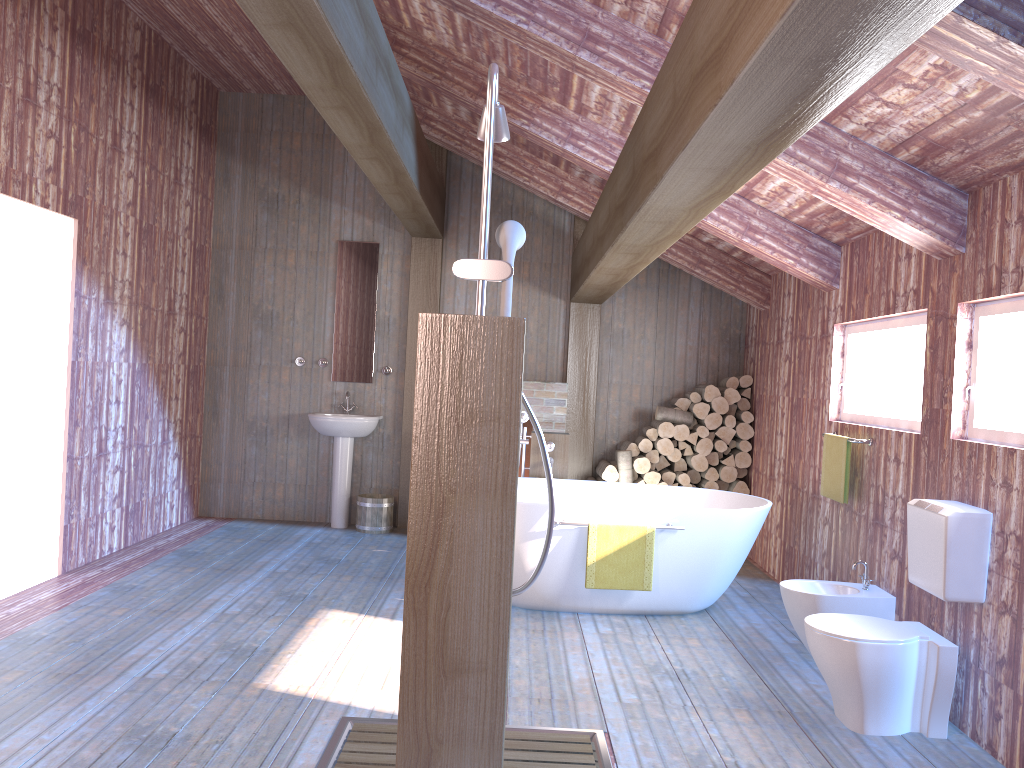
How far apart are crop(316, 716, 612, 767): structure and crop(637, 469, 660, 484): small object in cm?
385

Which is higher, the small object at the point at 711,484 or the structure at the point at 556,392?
the structure at the point at 556,392

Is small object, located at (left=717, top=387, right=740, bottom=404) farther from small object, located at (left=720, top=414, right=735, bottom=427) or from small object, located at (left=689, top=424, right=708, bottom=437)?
small object, located at (left=689, top=424, right=708, bottom=437)

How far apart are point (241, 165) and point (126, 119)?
1.7m

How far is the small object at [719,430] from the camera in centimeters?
708cm

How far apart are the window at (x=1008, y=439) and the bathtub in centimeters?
147cm

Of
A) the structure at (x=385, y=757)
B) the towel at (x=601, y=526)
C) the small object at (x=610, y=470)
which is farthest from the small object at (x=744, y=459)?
the structure at (x=385, y=757)

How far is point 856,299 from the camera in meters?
5.0

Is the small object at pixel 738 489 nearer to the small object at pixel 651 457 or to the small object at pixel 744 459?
the small object at pixel 744 459

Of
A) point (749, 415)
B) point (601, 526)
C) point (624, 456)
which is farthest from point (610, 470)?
point (601, 526)
